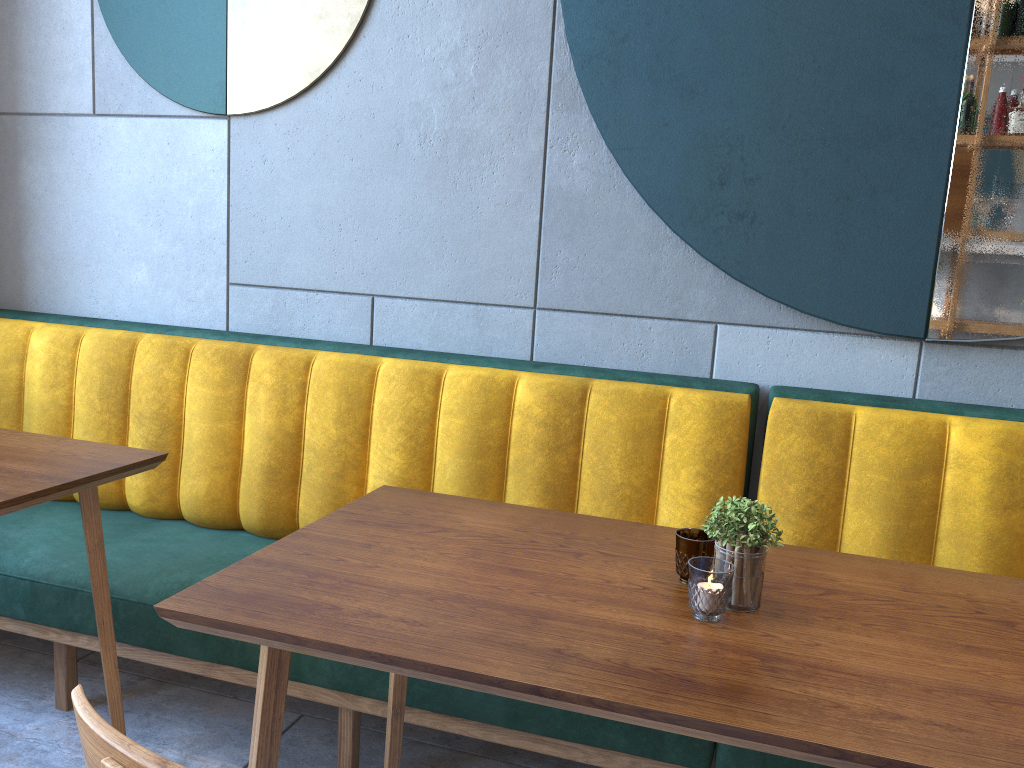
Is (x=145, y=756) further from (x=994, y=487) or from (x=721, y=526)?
(x=994, y=487)

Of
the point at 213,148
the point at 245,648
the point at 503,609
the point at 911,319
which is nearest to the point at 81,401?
the point at 213,148

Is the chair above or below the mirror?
below

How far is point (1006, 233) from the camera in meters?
1.9 m

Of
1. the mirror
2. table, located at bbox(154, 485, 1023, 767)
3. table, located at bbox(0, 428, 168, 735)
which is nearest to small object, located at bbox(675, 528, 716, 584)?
table, located at bbox(154, 485, 1023, 767)

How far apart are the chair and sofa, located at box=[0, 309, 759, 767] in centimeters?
104cm

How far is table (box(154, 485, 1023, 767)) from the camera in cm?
91

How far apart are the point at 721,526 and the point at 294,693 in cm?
115

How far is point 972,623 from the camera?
1.2 meters

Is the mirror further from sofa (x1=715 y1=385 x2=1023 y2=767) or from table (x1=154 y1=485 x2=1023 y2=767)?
table (x1=154 y1=485 x2=1023 y2=767)
